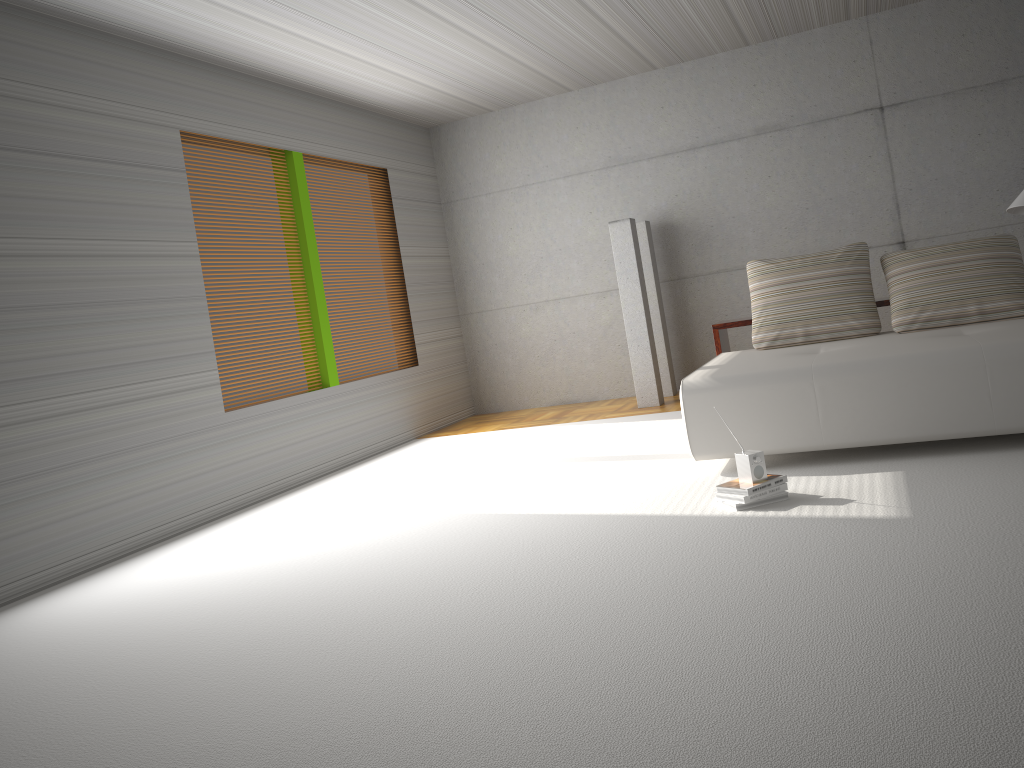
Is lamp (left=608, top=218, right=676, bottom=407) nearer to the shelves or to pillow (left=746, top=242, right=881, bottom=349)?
the shelves

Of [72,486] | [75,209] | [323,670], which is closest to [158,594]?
[72,486]

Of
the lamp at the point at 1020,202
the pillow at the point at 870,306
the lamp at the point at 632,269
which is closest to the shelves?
the pillow at the point at 870,306

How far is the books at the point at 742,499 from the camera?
3.9 meters

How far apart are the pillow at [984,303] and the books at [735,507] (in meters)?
1.94

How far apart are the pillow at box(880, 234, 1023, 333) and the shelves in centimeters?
18cm

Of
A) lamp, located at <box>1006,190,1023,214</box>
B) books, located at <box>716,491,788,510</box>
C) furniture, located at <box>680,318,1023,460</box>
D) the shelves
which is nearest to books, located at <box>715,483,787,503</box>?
books, located at <box>716,491,788,510</box>

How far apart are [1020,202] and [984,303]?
0.9m

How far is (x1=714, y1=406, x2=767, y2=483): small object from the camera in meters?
4.0 m

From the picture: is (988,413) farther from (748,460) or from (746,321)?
(746,321)
